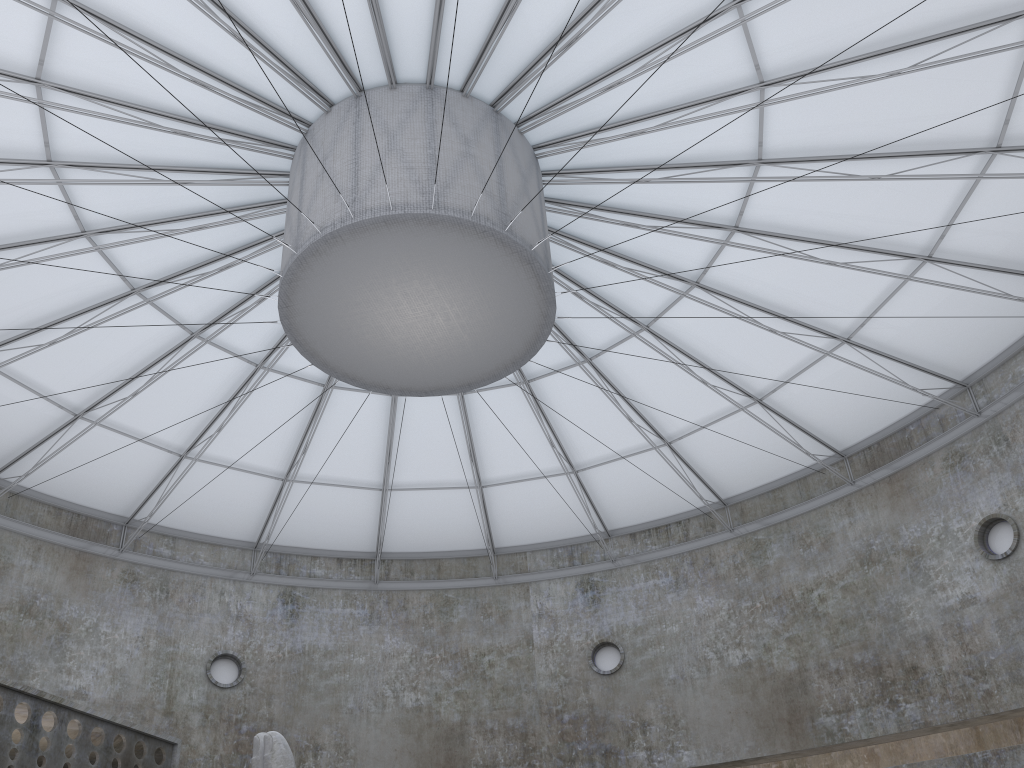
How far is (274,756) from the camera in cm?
1539

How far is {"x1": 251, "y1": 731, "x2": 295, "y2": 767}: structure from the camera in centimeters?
1539cm

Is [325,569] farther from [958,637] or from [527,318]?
[958,637]

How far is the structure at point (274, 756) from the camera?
15.4 meters
